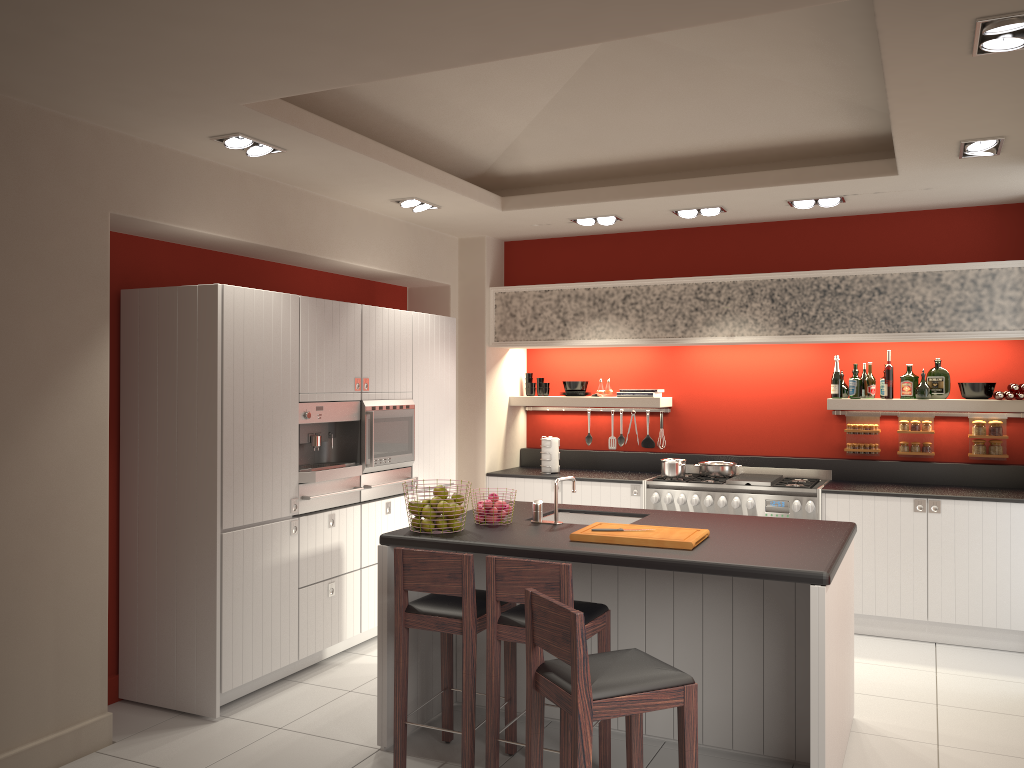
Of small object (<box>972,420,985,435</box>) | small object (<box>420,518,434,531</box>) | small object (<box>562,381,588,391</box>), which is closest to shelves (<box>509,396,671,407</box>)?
small object (<box>562,381,588,391</box>)

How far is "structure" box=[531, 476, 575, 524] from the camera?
4.6 meters

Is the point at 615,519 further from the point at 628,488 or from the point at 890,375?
the point at 890,375

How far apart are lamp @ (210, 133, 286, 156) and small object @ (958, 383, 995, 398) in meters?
5.0

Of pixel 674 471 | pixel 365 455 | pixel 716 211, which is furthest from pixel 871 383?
pixel 365 455

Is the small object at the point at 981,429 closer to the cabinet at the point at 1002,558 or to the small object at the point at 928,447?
the small object at the point at 928,447

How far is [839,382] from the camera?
6.7m

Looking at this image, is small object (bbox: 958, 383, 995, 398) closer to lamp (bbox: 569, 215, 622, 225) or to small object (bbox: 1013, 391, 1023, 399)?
small object (bbox: 1013, 391, 1023, 399)

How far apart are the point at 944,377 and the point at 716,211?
2.09m

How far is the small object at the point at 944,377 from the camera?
6.50m
